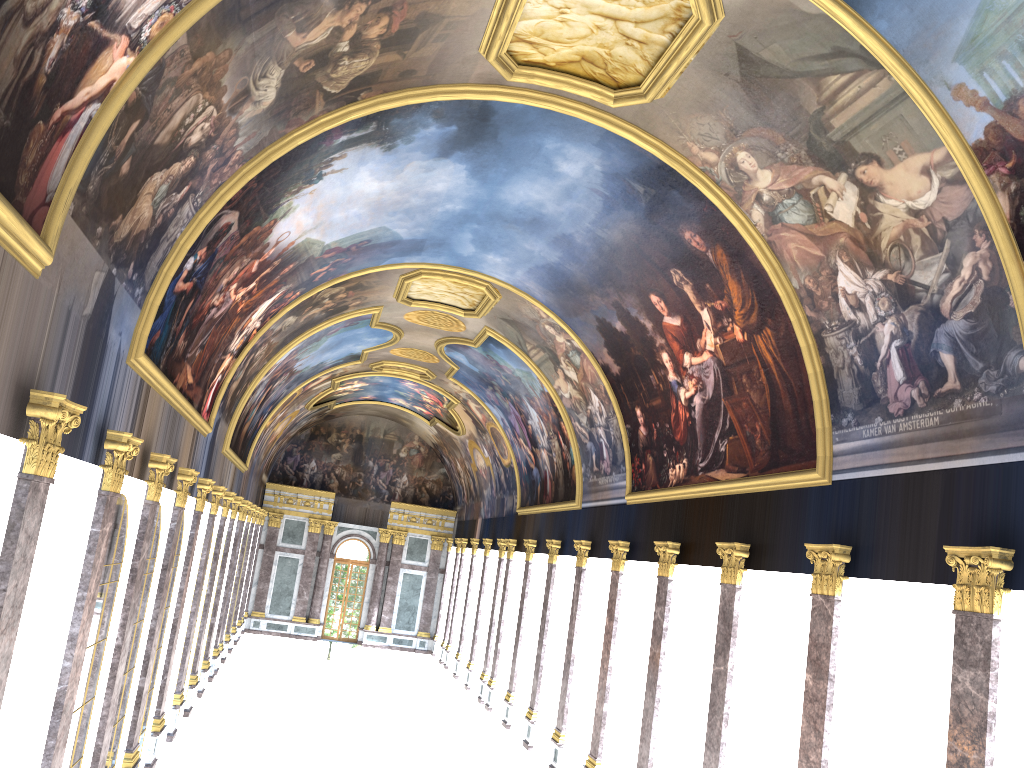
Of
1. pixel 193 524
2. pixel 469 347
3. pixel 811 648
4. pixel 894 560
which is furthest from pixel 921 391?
pixel 469 347

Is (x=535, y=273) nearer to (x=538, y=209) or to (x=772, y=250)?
(x=538, y=209)
